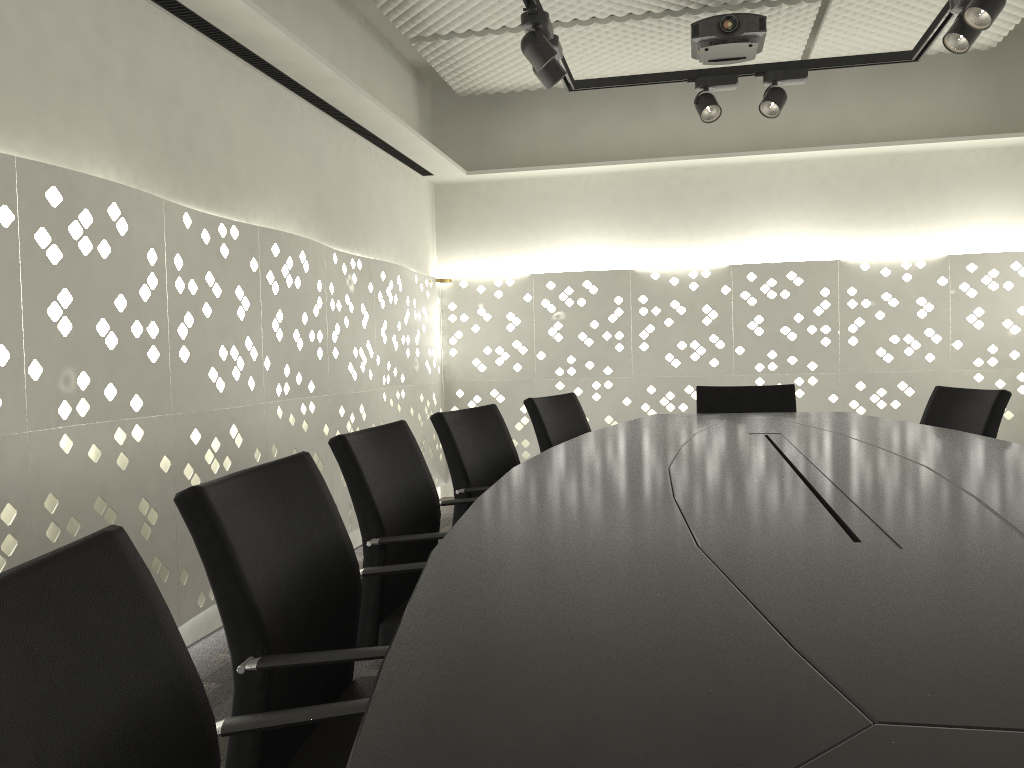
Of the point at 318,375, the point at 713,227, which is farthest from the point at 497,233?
the point at 318,375

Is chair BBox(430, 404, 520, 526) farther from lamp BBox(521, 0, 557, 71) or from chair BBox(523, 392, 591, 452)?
lamp BBox(521, 0, 557, 71)

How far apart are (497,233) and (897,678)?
5.1 meters

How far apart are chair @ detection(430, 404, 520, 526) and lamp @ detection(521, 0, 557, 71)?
1.17m

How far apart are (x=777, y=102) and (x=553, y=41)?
1.1m

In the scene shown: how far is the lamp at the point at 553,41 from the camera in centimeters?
319cm

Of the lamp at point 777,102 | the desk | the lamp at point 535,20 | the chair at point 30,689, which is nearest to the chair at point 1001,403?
the desk

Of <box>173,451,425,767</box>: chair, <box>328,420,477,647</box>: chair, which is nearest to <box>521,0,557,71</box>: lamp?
<box>328,420,477,647</box>: chair

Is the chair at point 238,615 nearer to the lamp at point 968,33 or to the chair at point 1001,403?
the chair at point 1001,403

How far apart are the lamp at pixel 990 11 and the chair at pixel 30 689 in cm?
279
